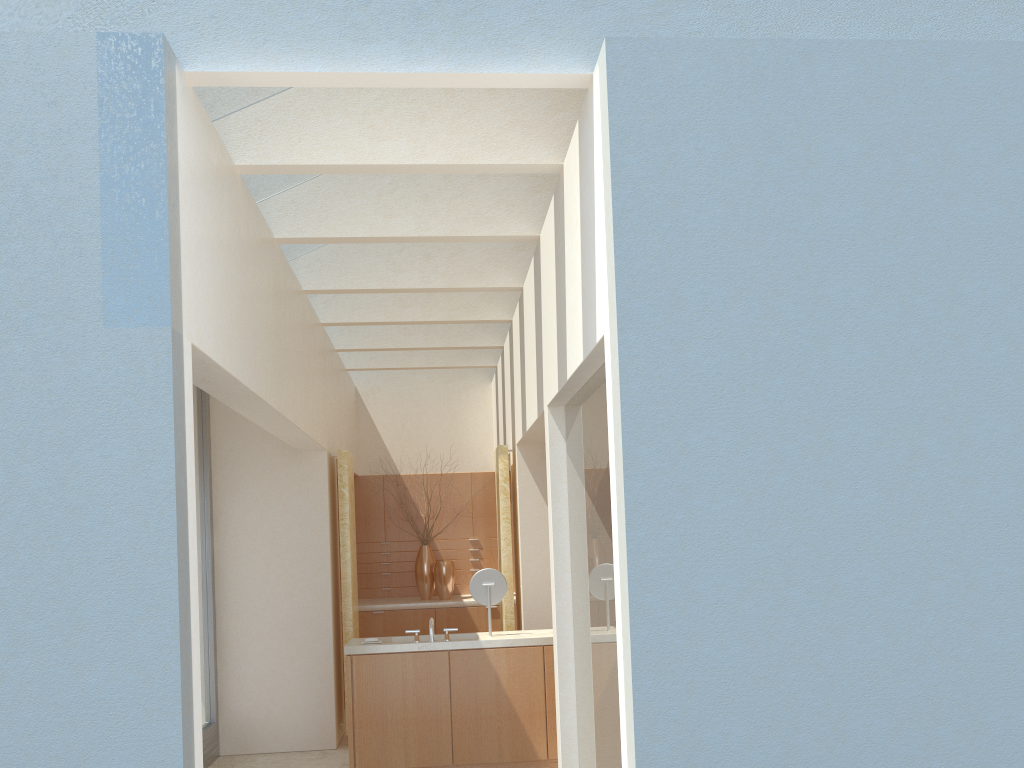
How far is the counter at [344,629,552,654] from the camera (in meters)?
13.78

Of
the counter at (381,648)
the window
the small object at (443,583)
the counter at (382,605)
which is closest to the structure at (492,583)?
the counter at (381,648)

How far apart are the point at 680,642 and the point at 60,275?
5.9 meters

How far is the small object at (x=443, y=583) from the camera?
21.31m

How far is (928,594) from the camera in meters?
7.4

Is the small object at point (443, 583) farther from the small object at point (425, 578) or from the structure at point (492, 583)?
the structure at point (492, 583)

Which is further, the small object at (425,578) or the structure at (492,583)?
the small object at (425,578)

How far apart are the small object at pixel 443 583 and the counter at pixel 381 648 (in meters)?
6.38

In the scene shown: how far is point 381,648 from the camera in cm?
1378

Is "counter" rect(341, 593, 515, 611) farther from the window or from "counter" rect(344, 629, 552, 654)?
"counter" rect(344, 629, 552, 654)
